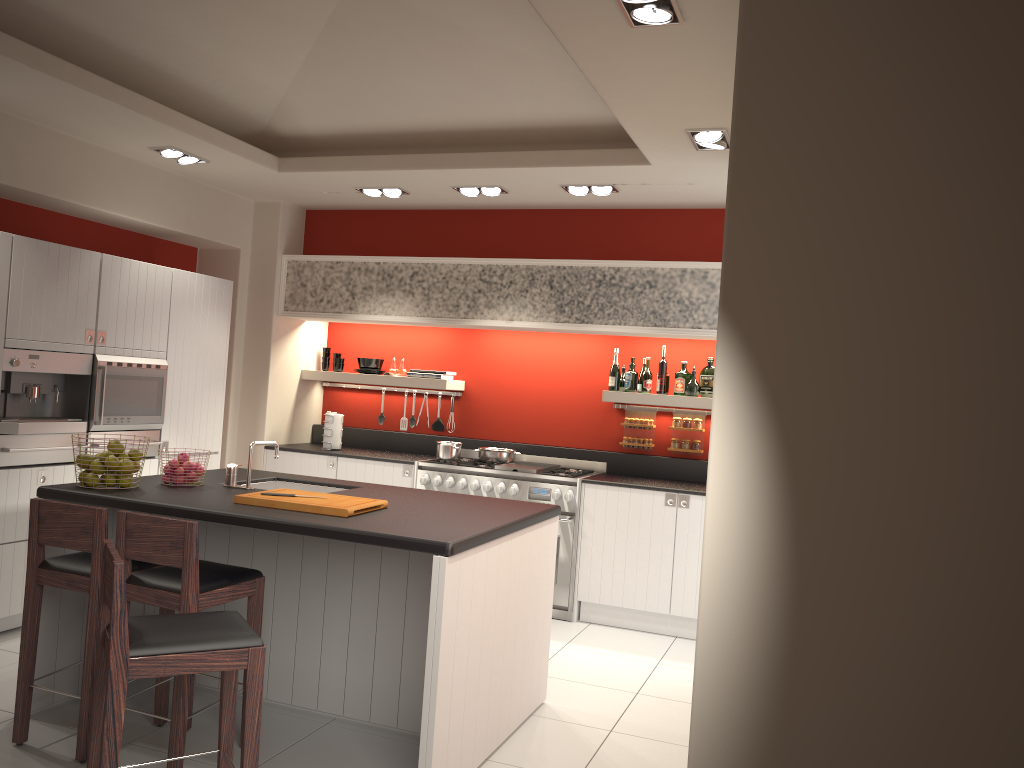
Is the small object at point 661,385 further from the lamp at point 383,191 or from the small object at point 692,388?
the lamp at point 383,191

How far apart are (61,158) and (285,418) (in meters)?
2.73

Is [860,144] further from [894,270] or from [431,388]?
[431,388]

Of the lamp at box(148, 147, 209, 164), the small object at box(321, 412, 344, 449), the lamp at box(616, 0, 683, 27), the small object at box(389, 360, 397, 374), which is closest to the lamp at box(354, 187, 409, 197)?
the lamp at box(148, 147, 209, 164)

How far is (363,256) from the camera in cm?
698

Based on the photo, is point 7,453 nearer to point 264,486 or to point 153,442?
point 153,442

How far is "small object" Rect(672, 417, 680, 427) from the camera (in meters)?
6.74

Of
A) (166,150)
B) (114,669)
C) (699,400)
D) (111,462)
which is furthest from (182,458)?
(699,400)

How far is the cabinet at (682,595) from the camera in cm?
601

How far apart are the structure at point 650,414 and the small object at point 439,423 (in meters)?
1.61
